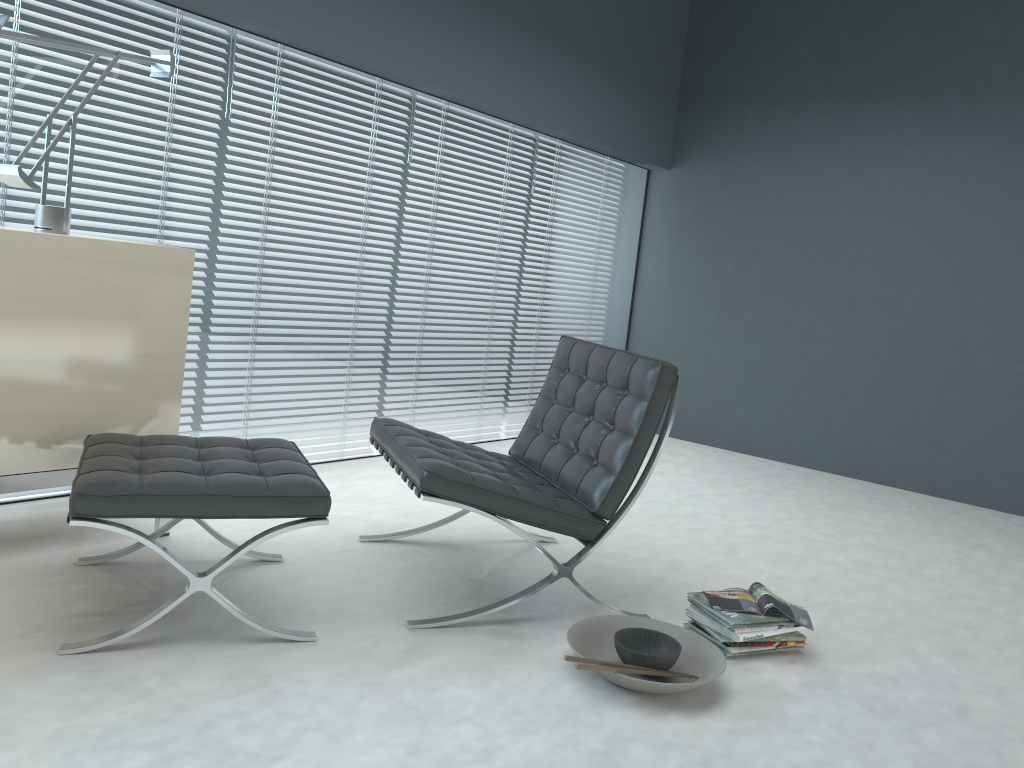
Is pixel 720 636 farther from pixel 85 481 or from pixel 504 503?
pixel 85 481

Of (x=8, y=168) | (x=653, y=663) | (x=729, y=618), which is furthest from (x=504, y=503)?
(x=8, y=168)

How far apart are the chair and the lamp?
1.1 meters

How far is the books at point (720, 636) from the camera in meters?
2.3

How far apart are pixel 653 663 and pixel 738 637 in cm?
33

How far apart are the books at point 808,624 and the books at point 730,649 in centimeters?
9cm

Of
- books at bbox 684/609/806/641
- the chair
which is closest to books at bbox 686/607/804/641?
books at bbox 684/609/806/641

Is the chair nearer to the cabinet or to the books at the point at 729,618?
the books at the point at 729,618

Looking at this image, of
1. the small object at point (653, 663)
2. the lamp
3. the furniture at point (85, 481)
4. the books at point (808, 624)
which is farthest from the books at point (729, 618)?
the lamp

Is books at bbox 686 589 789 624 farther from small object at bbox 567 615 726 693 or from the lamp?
the lamp
